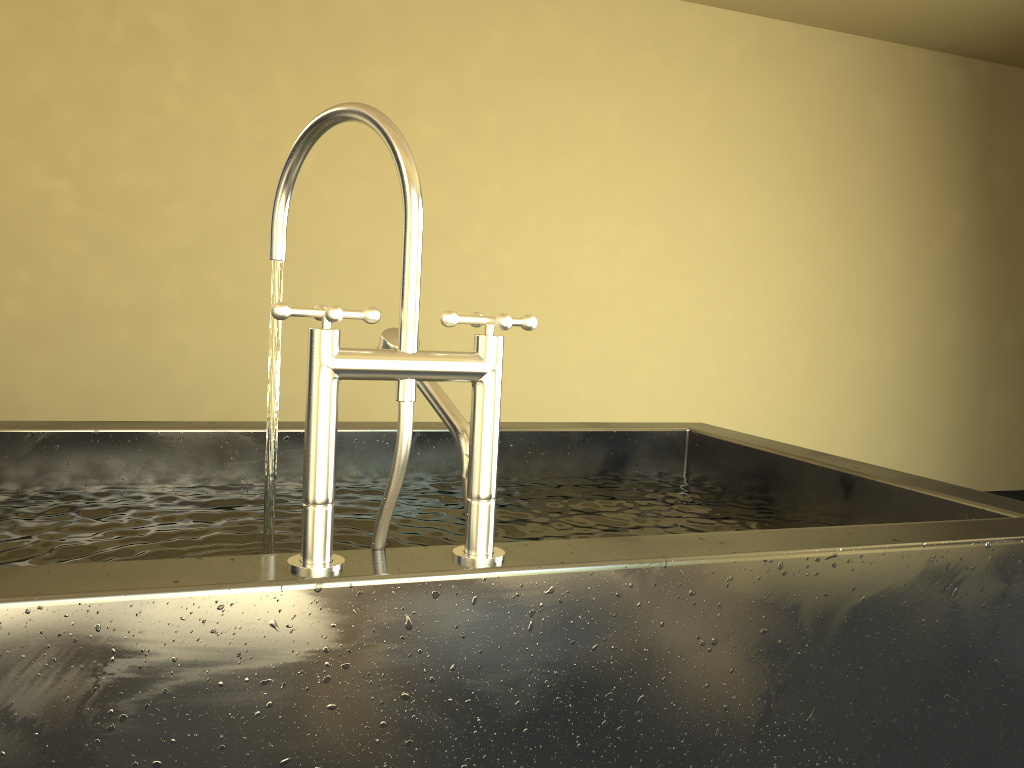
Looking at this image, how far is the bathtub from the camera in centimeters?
77cm

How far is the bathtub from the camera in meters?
0.8 m

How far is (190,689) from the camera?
0.77m
